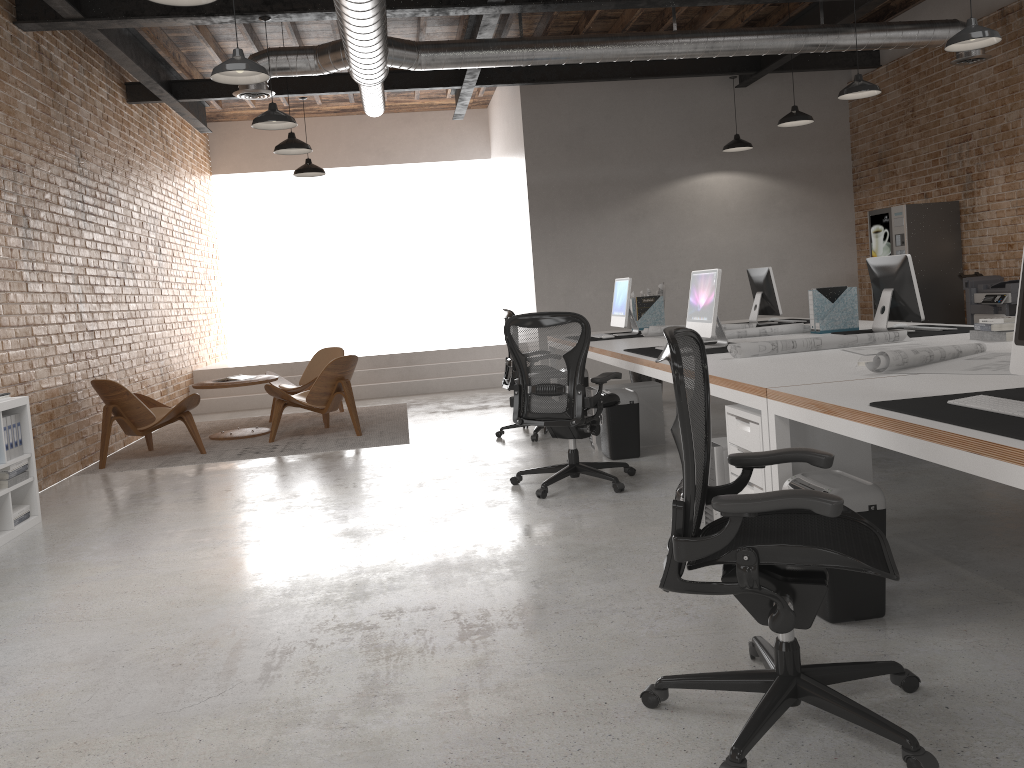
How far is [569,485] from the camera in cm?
550

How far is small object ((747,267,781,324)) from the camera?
7.4m

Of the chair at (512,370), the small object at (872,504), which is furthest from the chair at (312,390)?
the small object at (872,504)

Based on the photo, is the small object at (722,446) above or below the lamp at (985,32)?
below

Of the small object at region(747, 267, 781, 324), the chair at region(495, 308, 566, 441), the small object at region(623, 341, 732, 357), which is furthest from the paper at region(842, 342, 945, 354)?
the chair at region(495, 308, 566, 441)

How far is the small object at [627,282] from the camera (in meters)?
7.34

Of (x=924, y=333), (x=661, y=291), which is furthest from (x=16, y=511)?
(x=661, y=291)

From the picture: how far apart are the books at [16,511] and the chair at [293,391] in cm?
397

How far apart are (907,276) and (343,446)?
4.64m

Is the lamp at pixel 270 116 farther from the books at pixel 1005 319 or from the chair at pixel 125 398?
the books at pixel 1005 319
